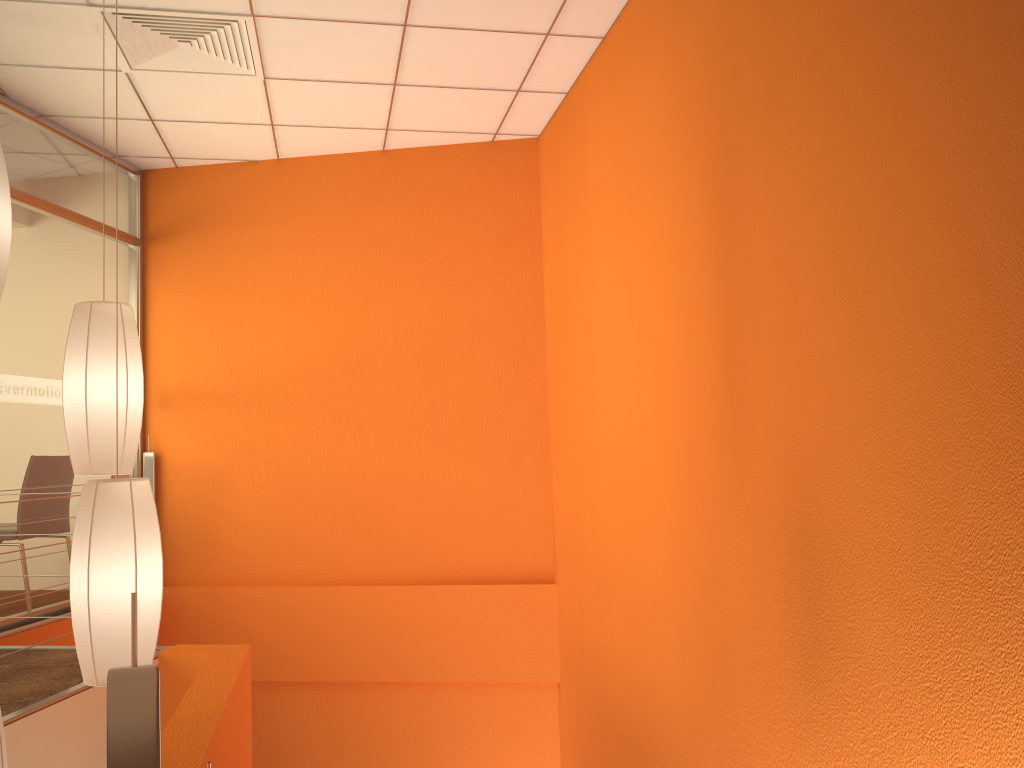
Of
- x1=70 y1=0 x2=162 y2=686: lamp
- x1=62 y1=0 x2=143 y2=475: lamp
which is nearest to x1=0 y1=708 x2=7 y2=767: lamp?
x1=70 y1=0 x2=162 y2=686: lamp

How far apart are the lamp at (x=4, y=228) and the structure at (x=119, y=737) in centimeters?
152cm

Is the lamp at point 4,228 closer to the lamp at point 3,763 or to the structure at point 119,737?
the lamp at point 3,763

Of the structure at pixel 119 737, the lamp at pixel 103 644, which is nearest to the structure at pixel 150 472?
the lamp at pixel 103 644

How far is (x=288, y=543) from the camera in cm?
506

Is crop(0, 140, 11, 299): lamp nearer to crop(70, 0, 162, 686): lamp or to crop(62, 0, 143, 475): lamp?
crop(62, 0, 143, 475): lamp

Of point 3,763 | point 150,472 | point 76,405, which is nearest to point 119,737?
point 3,763

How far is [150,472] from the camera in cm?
517

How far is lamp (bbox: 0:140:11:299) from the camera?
2.3 meters

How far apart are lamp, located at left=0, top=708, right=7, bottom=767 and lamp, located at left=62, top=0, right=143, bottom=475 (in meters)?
0.71
